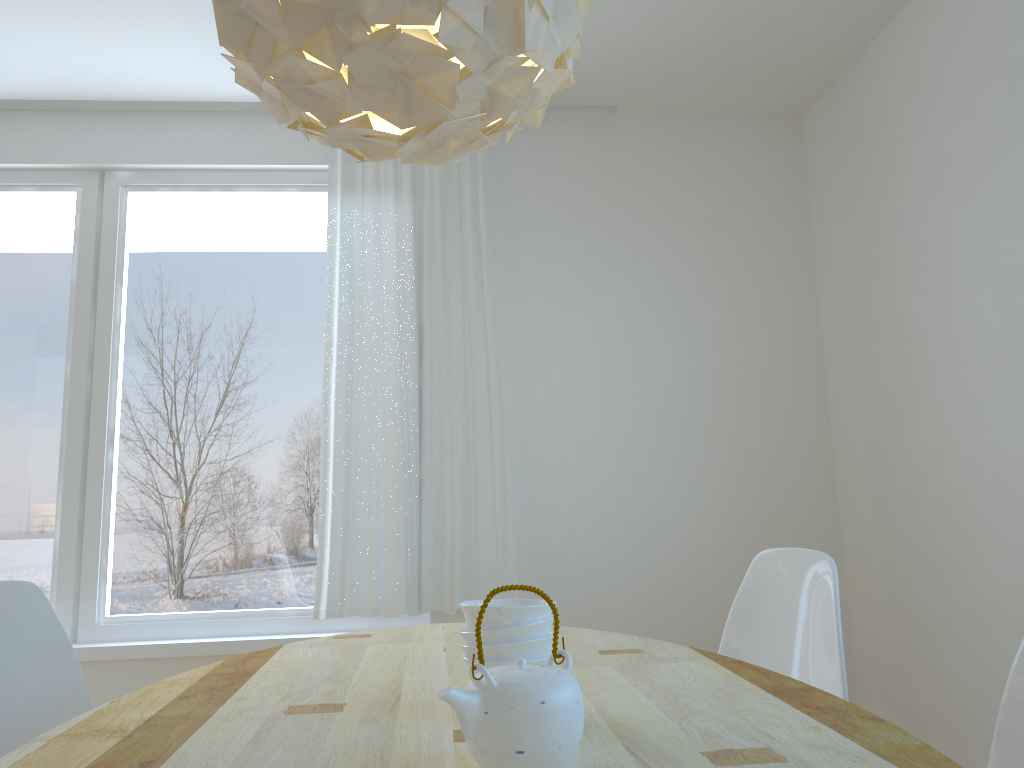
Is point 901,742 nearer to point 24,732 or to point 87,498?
point 24,732

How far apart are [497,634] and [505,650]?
0.03m

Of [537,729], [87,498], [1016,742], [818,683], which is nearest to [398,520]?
[87,498]

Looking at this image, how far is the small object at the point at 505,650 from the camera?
1.32m

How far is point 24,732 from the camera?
1.89m

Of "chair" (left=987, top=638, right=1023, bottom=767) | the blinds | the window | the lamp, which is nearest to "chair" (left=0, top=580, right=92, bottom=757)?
the lamp

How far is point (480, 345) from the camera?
3.63m

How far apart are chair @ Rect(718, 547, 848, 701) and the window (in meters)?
1.60

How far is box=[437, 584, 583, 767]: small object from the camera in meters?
1.0

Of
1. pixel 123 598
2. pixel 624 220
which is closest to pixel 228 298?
pixel 123 598
